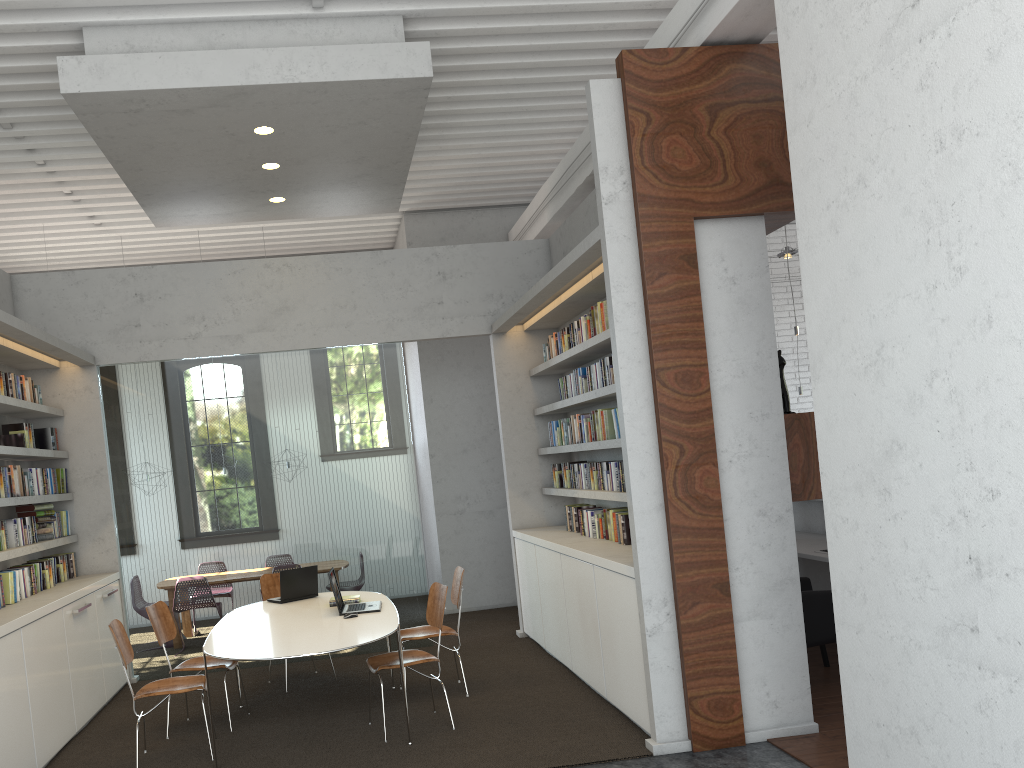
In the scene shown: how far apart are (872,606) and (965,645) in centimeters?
56cm

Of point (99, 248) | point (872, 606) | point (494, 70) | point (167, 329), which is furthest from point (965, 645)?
point (99, 248)

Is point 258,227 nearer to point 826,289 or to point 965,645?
point 826,289
